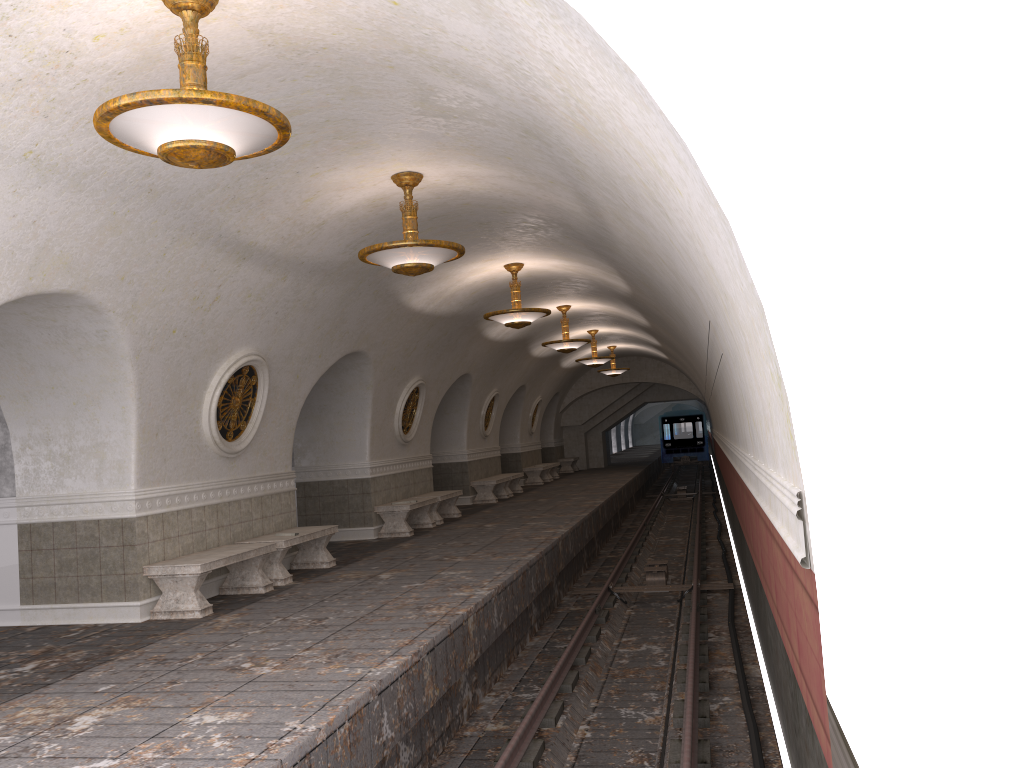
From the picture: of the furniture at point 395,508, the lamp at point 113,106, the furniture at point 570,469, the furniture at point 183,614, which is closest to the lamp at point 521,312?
the furniture at point 395,508

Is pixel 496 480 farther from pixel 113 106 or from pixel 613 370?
pixel 113 106

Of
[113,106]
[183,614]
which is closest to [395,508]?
[183,614]

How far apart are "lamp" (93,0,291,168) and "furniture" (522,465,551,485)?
21.08m

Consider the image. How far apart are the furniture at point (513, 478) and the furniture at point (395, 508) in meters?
6.5 m

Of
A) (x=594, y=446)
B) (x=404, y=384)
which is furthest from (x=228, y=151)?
(x=594, y=446)

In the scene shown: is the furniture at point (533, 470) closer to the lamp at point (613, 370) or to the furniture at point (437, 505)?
the lamp at point (613, 370)

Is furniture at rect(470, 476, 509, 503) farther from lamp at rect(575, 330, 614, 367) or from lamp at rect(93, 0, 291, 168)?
lamp at rect(93, 0, 291, 168)

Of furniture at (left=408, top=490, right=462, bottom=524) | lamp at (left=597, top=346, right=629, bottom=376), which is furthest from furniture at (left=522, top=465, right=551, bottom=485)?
furniture at (left=408, top=490, right=462, bottom=524)

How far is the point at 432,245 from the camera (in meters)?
7.95
